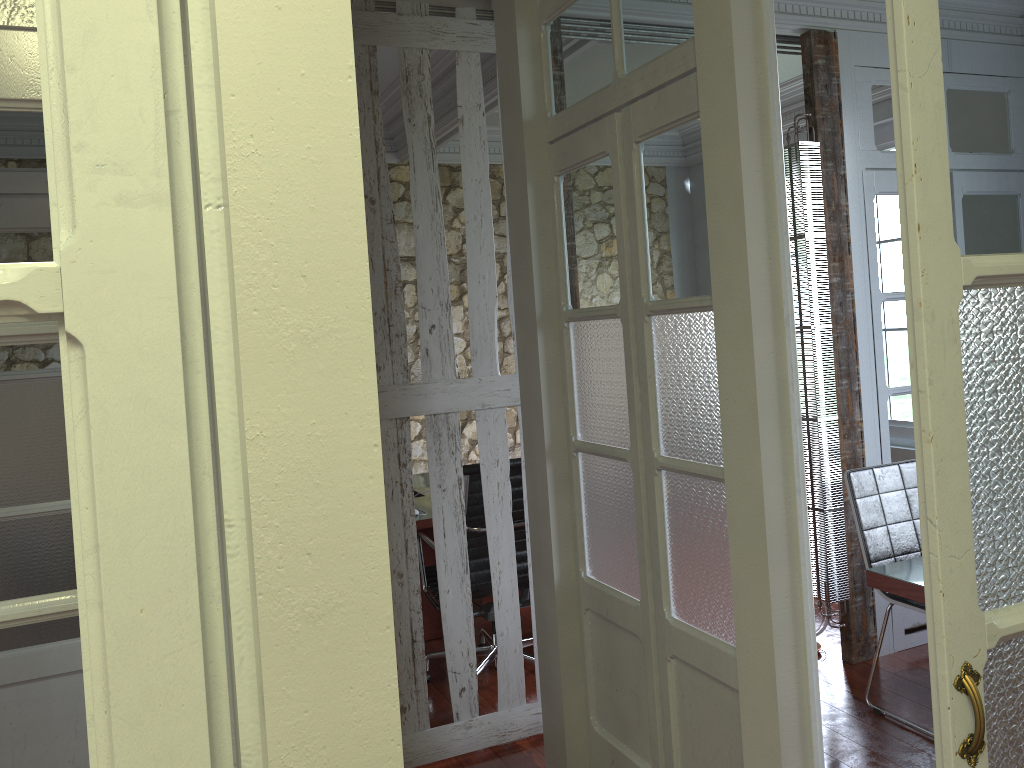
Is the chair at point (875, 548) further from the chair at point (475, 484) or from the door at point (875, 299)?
the chair at point (475, 484)

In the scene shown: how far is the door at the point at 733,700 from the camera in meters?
2.3

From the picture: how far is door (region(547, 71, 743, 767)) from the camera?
2.3m

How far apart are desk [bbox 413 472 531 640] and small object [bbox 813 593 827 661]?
1.8 meters

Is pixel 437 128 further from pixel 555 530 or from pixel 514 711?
pixel 514 711

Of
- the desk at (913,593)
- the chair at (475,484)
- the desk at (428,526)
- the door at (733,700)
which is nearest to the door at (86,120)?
the door at (733,700)

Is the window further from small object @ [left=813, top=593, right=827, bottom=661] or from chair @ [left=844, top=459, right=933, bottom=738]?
small object @ [left=813, top=593, right=827, bottom=661]

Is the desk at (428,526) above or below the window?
below

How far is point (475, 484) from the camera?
3.7m

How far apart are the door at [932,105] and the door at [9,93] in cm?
122
